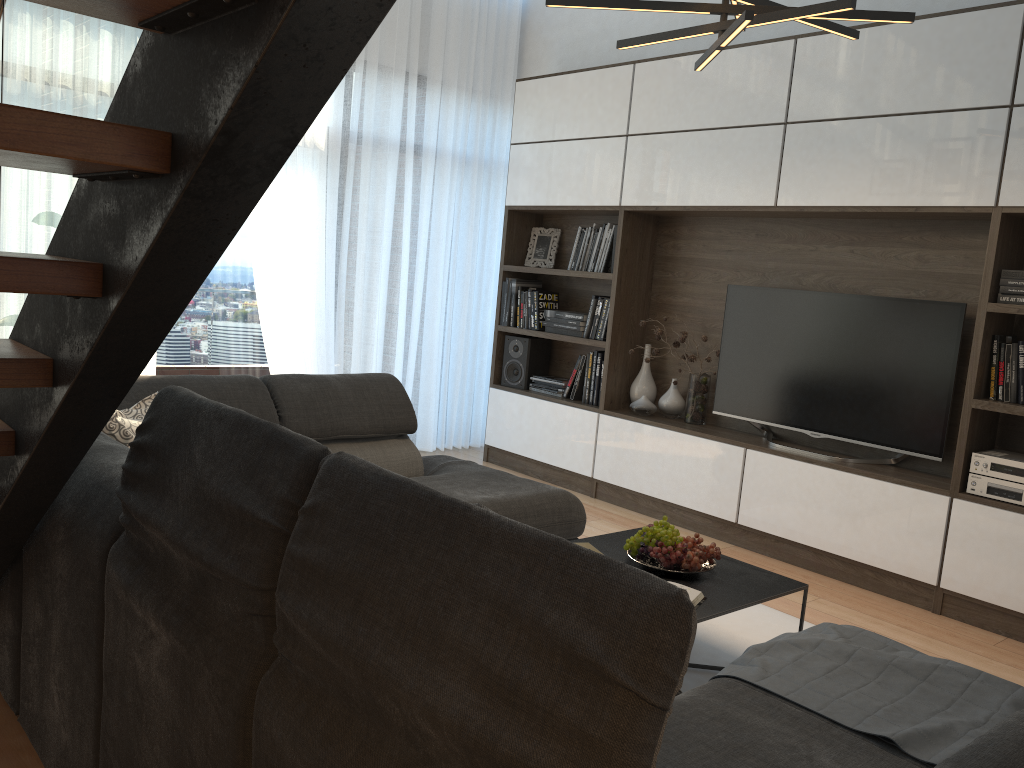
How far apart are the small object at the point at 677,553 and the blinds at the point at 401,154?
3.0m

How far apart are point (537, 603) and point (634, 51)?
5.0 meters

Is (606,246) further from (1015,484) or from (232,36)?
(232,36)

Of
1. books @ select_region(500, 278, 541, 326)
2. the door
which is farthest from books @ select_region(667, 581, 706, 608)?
the door

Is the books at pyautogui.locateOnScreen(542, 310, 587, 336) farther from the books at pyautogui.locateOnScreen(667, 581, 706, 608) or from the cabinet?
the books at pyautogui.locateOnScreen(667, 581, 706, 608)

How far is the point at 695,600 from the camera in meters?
2.6

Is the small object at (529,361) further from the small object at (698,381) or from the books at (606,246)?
the small object at (698,381)

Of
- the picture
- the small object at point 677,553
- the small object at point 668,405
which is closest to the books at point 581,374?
the small object at point 668,405

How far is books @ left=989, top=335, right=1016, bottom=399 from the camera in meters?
3.6

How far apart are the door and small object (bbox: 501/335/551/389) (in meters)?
1.52
